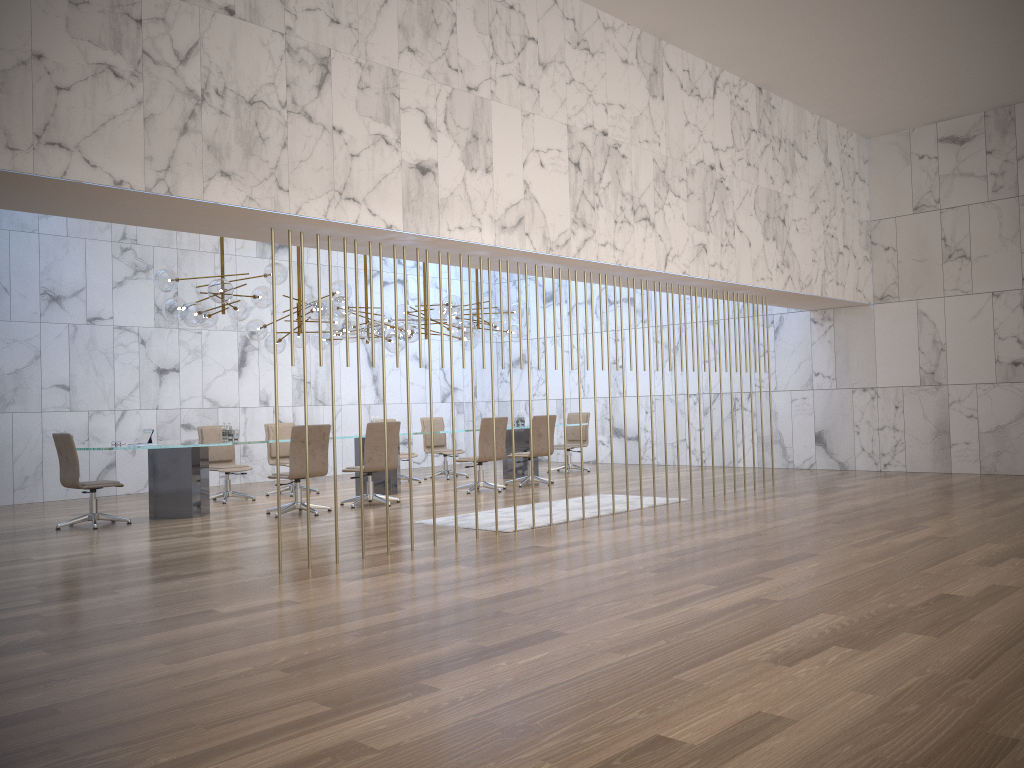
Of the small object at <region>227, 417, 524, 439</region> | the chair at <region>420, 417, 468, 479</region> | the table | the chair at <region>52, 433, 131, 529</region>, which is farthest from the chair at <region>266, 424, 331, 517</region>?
the chair at <region>420, 417, 468, 479</region>

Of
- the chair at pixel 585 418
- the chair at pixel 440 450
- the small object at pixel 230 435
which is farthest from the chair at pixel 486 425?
the small object at pixel 230 435

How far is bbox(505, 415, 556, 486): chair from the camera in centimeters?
1243cm

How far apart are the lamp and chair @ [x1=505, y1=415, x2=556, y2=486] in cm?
141

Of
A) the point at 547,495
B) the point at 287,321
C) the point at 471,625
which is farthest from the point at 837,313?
the point at 471,625

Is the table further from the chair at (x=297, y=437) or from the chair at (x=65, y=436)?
the chair at (x=297, y=437)

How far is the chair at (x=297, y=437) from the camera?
9.6 meters

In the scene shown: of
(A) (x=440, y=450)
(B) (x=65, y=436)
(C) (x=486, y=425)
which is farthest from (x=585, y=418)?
(B) (x=65, y=436)

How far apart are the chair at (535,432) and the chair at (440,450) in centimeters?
187cm

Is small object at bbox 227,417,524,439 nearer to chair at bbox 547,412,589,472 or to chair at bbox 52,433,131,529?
chair at bbox 52,433,131,529
